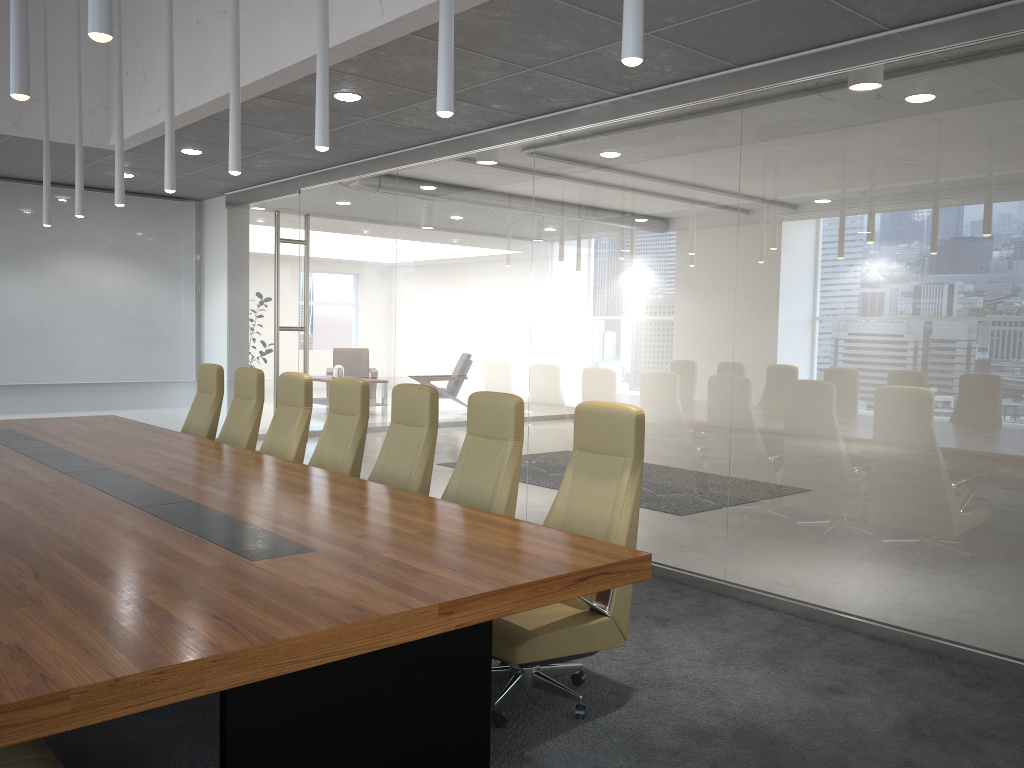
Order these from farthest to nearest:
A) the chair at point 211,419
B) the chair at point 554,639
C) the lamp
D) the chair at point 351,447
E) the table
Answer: the chair at point 211,419, the chair at point 351,447, the chair at point 554,639, the lamp, the table

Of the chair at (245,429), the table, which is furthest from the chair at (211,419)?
the table

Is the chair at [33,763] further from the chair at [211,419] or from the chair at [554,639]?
the chair at [211,419]

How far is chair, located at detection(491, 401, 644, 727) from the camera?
3.87m

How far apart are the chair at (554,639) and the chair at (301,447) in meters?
2.7 m

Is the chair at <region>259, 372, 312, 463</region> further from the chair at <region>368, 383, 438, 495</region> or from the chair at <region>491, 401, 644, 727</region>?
the chair at <region>491, 401, 644, 727</region>

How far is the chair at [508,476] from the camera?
4.9m

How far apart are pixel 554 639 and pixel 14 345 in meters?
9.6 m

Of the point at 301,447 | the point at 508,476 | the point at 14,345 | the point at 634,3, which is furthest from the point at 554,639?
the point at 14,345

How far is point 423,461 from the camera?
5.5 meters
